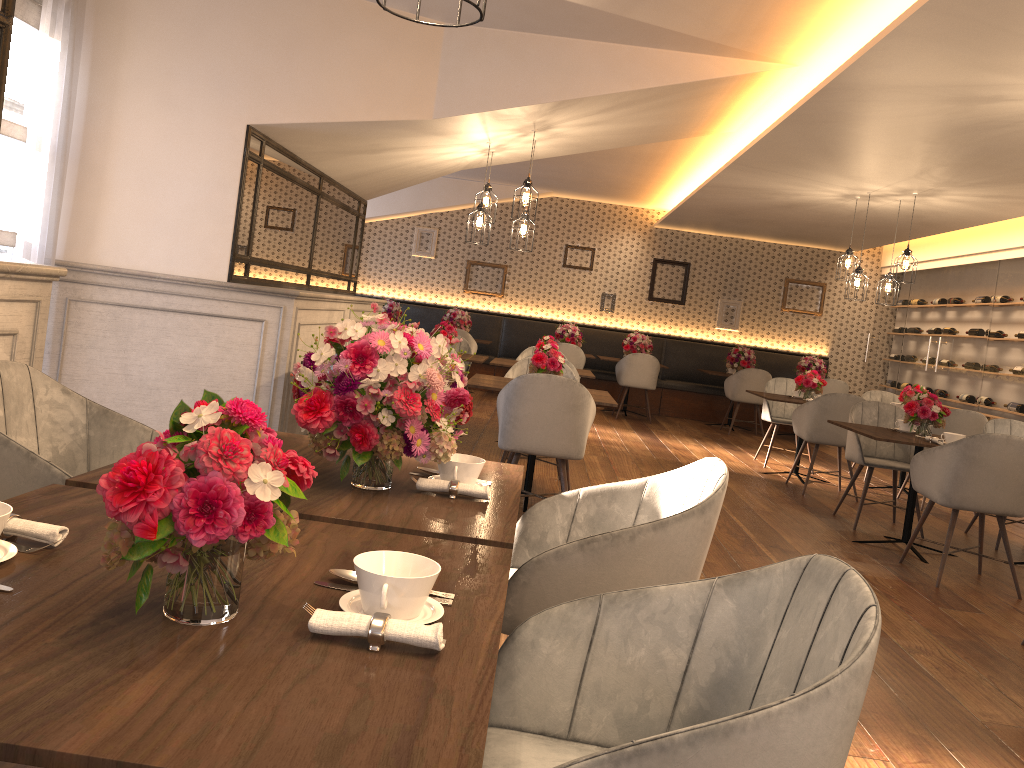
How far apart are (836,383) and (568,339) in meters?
3.4

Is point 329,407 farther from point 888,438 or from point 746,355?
point 746,355

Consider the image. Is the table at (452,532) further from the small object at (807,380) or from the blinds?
the small object at (807,380)

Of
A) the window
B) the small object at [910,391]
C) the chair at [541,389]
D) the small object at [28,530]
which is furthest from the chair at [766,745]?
the small object at [910,391]

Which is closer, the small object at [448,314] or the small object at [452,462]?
the small object at [452,462]

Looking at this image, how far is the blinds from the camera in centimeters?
432cm

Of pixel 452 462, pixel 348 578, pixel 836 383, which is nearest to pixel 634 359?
pixel 836 383

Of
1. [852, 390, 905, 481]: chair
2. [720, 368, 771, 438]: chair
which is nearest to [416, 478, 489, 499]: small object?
[852, 390, 905, 481]: chair

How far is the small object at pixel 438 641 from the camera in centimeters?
113cm

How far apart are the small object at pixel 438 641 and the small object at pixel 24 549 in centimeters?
51cm
